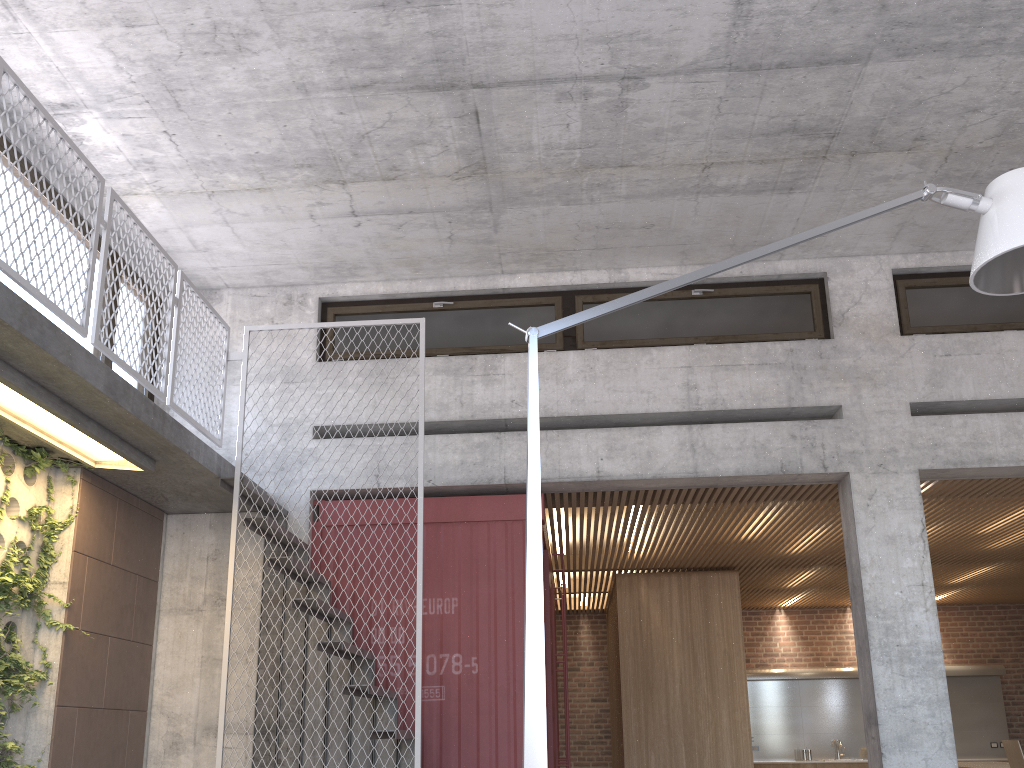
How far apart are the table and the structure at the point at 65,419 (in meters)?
8.68

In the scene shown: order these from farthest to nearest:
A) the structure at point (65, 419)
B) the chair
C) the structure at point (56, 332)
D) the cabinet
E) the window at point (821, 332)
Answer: the cabinet
the window at point (821, 332)
the chair
the structure at point (65, 419)
the structure at point (56, 332)

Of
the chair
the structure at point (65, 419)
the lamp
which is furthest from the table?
the structure at point (65, 419)

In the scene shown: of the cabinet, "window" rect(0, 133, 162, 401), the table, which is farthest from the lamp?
the table

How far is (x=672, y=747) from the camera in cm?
979

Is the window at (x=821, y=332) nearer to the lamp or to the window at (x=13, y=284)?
the window at (x=13, y=284)

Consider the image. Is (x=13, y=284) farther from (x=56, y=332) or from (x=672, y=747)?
(x=672, y=747)

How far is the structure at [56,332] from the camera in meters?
4.3

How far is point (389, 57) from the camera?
5.41m

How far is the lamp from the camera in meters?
2.8
